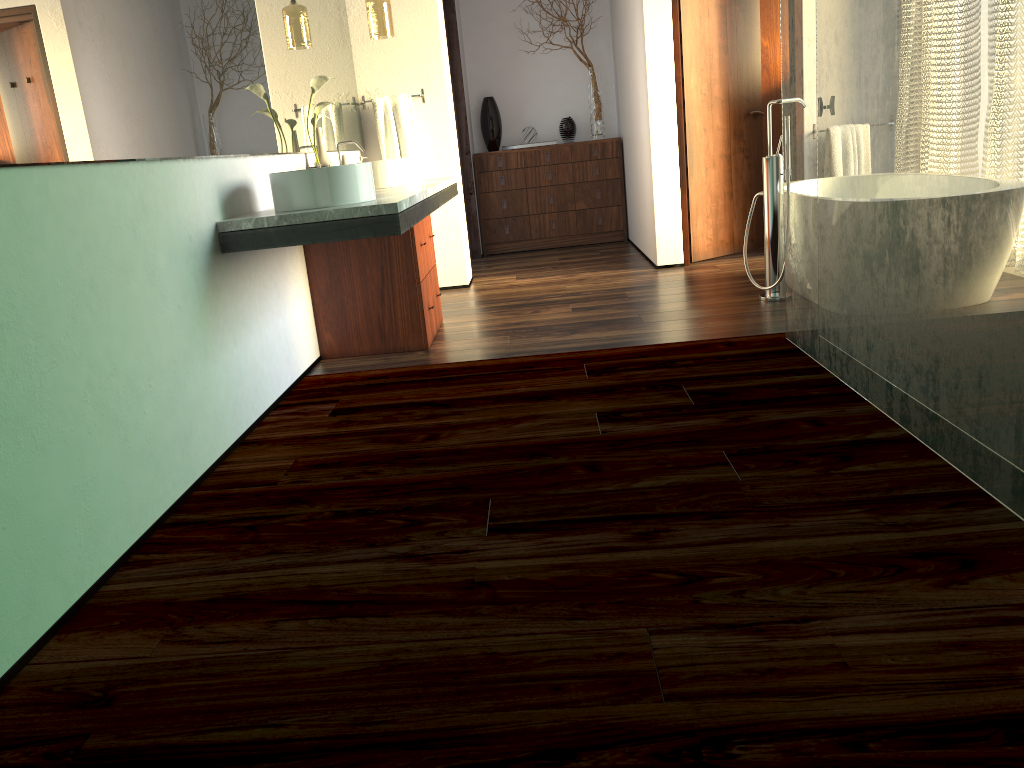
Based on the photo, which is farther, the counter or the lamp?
the lamp

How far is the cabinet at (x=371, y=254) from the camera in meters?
3.8 m

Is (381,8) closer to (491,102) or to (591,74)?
(491,102)

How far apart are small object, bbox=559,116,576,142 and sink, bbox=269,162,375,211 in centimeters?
424cm

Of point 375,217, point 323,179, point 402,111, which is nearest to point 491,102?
point 402,111

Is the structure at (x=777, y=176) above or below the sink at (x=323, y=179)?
below

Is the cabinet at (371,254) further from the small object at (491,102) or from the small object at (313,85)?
the small object at (491,102)

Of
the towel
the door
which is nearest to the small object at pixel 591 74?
the door

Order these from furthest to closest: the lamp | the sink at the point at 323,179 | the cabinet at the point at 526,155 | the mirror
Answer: the cabinet at the point at 526,155, the lamp, the sink at the point at 323,179, the mirror

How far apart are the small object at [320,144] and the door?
2.3 meters
